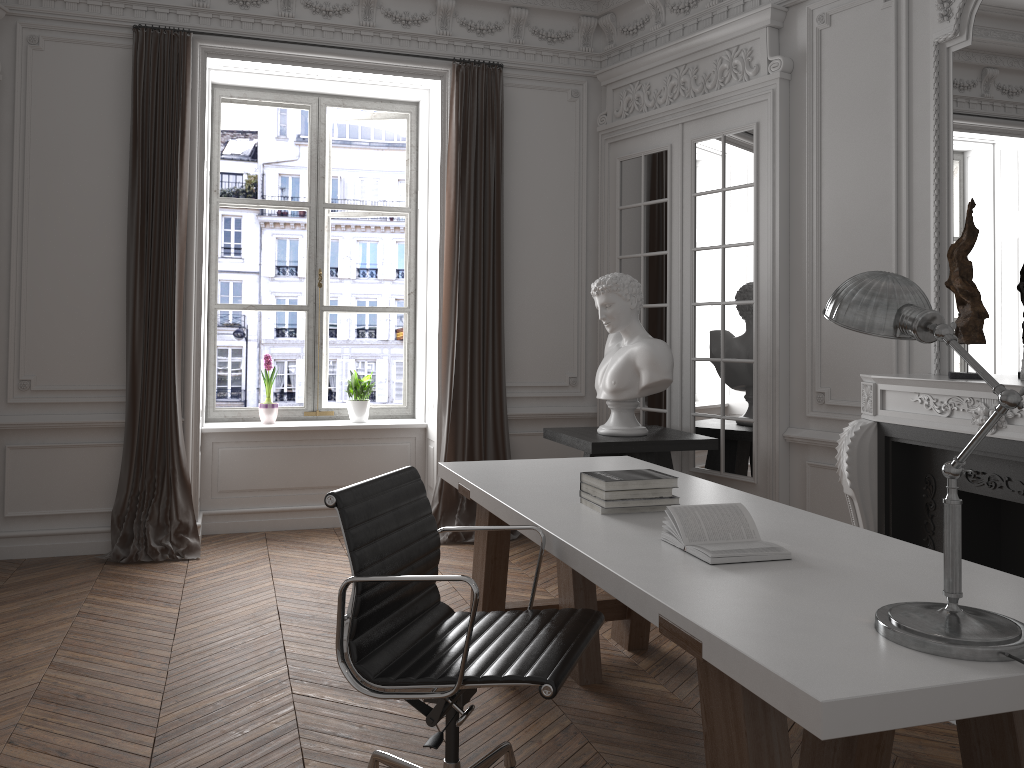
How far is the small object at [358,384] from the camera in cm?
612

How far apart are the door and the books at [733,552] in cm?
250

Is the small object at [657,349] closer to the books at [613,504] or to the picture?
the picture

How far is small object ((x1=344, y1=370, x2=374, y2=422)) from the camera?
6.12m

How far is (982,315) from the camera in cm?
359

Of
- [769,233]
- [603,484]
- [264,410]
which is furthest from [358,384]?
[603,484]

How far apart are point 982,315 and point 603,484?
1.9m

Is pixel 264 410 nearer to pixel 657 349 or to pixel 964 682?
pixel 657 349

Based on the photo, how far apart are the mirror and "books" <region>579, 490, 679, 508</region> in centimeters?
181cm

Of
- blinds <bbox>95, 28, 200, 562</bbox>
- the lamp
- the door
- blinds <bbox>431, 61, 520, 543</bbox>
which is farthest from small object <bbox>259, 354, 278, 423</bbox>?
the lamp
